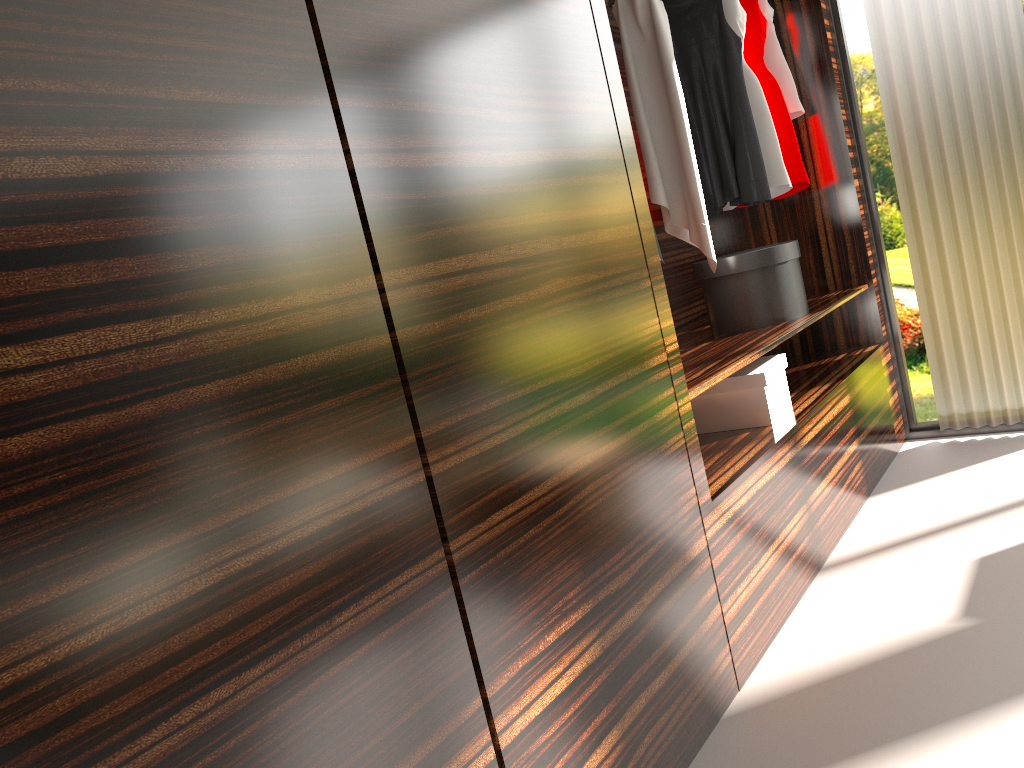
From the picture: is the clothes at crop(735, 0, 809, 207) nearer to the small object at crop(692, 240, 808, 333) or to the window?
the window

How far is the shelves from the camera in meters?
2.3 m

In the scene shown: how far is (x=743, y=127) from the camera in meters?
3.1 m

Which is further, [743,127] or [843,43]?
[843,43]

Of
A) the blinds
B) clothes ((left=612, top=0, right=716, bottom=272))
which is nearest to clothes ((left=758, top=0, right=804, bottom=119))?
the blinds

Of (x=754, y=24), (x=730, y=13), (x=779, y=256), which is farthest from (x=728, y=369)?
(x=754, y=24)

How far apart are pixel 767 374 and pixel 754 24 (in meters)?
1.57

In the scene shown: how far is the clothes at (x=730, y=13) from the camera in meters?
3.2 m

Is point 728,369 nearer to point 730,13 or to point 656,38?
point 656,38

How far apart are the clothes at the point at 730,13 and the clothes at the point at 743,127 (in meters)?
0.13
